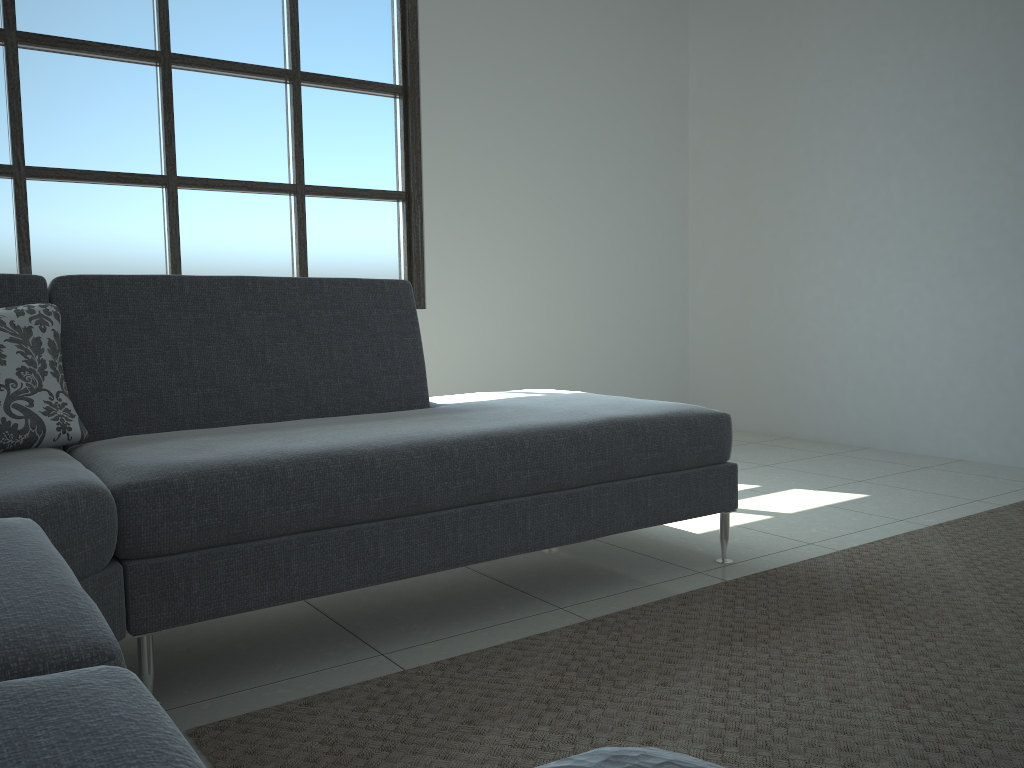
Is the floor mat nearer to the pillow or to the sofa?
the sofa

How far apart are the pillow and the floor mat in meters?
0.8

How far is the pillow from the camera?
1.9 meters

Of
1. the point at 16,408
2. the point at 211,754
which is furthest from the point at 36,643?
the point at 16,408

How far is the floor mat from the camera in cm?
153

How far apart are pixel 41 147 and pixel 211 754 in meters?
3.0

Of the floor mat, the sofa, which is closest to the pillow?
the sofa

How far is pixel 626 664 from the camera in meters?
1.9

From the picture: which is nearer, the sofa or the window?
the sofa

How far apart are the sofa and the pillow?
0.0 meters
